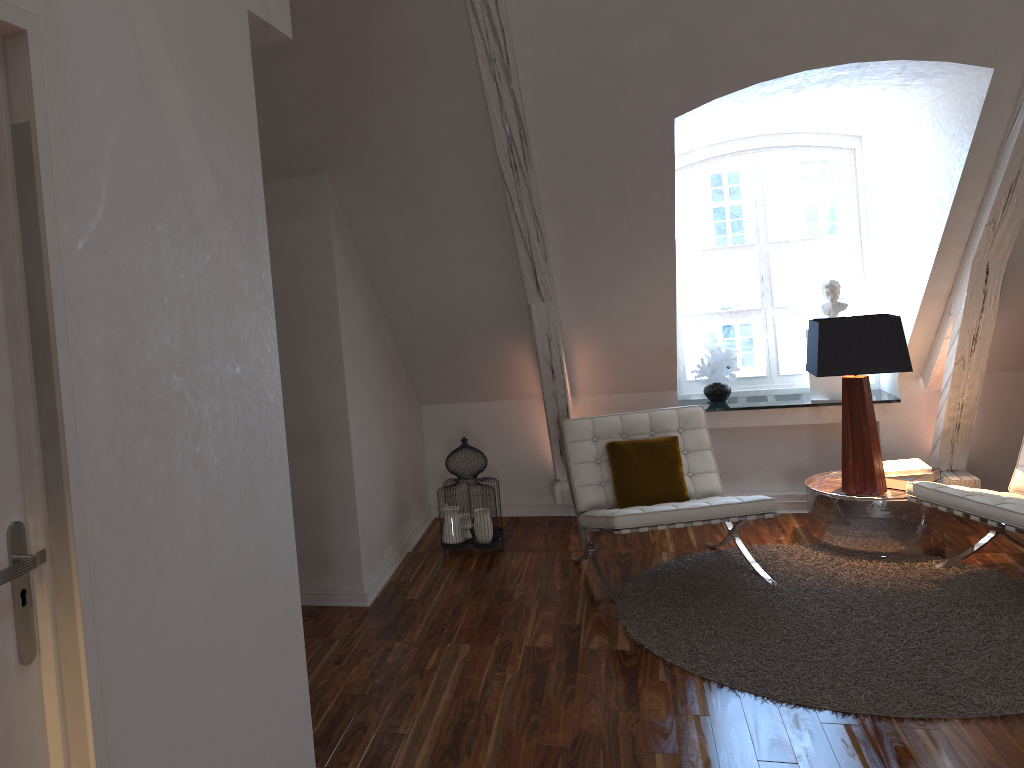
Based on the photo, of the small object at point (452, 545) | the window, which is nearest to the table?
the window

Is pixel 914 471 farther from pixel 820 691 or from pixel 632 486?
pixel 820 691

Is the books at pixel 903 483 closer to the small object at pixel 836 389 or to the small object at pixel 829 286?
the small object at pixel 836 389

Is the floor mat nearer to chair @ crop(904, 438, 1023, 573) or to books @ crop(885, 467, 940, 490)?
chair @ crop(904, 438, 1023, 573)

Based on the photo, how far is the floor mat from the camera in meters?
2.9

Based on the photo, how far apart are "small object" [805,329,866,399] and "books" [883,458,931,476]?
0.57m

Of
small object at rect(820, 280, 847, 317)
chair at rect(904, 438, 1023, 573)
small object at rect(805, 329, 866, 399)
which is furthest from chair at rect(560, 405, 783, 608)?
small object at rect(820, 280, 847, 317)

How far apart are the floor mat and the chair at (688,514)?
0.0 meters

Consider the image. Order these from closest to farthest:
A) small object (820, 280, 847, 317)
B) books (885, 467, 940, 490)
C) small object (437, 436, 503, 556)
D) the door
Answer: the door → books (885, 467, 940, 490) → small object (437, 436, 503, 556) → small object (820, 280, 847, 317)

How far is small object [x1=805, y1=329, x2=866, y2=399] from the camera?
4.8 meters
